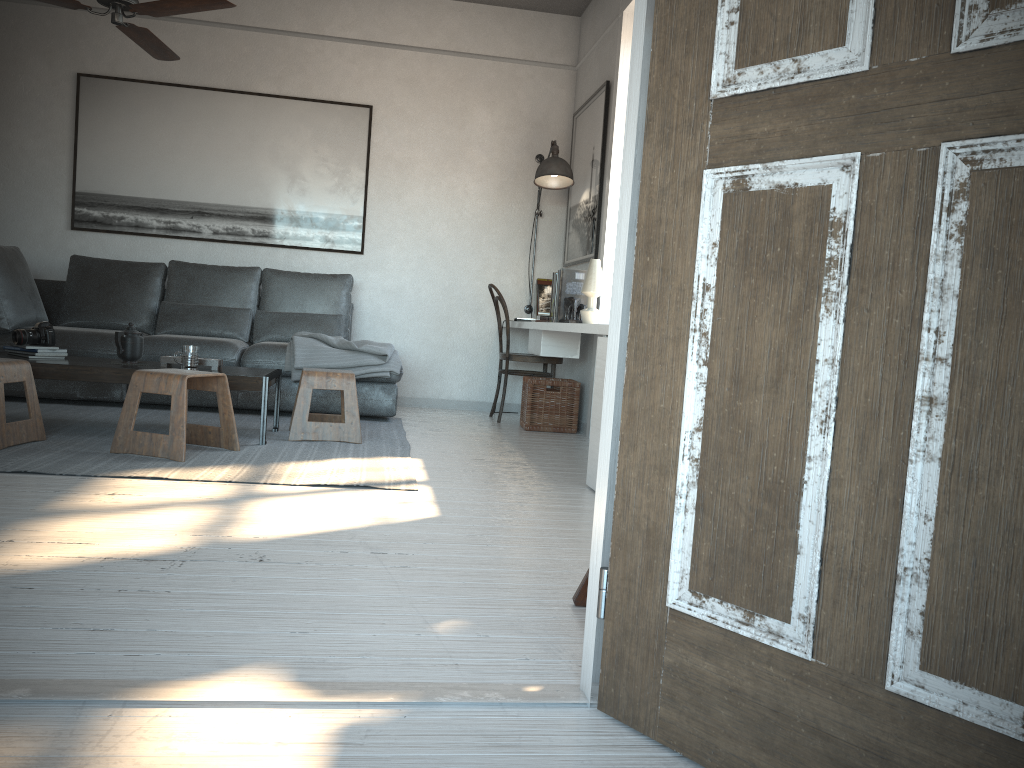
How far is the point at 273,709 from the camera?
1.4 meters

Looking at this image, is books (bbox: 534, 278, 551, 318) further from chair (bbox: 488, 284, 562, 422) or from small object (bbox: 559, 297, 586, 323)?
small object (bbox: 559, 297, 586, 323)

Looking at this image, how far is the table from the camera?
3.9 meters

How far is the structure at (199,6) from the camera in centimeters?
374cm

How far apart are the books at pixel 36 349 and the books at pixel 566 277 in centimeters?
260cm

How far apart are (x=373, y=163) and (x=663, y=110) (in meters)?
5.16

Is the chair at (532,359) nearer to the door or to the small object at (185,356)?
the small object at (185,356)

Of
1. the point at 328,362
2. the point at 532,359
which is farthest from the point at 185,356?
the point at 532,359

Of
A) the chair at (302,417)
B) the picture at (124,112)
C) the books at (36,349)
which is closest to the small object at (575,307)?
the chair at (302,417)

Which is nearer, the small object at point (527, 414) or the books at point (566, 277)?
the books at point (566, 277)
